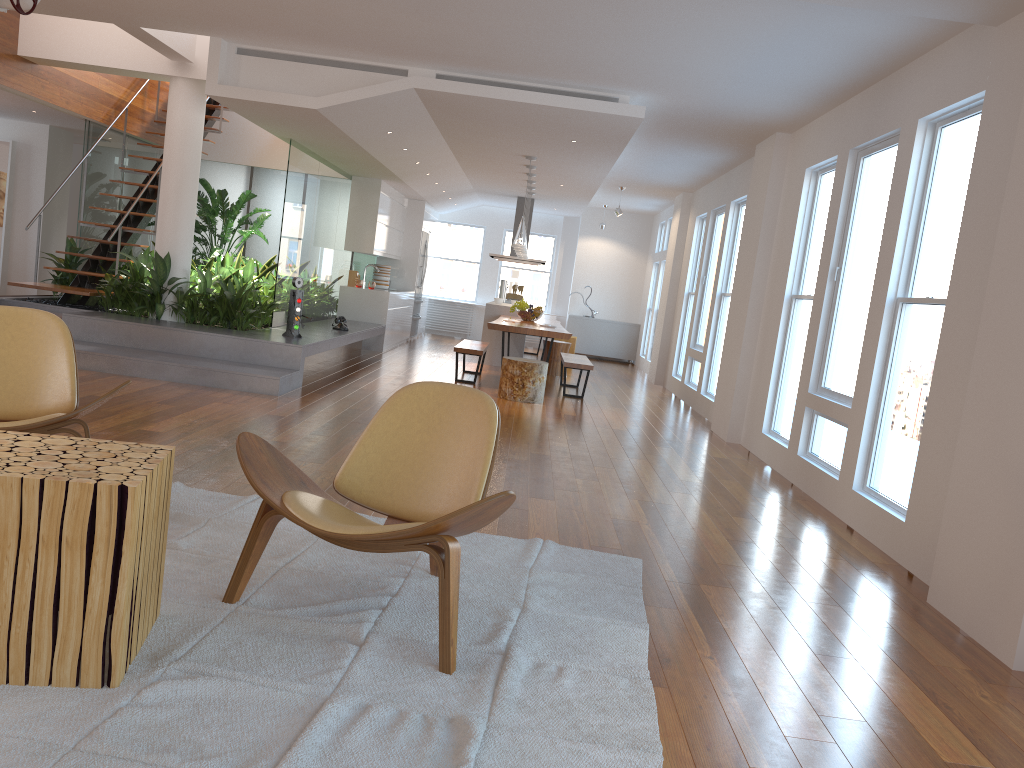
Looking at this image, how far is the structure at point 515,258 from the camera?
13.9 meters

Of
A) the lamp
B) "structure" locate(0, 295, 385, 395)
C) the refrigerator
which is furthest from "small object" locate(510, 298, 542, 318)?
the refrigerator

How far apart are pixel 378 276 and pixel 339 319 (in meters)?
3.77

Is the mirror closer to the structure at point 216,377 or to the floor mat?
the structure at point 216,377

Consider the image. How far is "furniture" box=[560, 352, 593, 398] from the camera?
9.48m

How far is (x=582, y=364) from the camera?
9.48m

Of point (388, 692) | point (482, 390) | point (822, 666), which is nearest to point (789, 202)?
point (482, 390)

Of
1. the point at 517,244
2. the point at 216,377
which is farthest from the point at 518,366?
the point at 216,377

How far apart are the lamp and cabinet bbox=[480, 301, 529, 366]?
2.4m

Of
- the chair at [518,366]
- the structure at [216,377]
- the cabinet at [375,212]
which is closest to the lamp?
the chair at [518,366]
